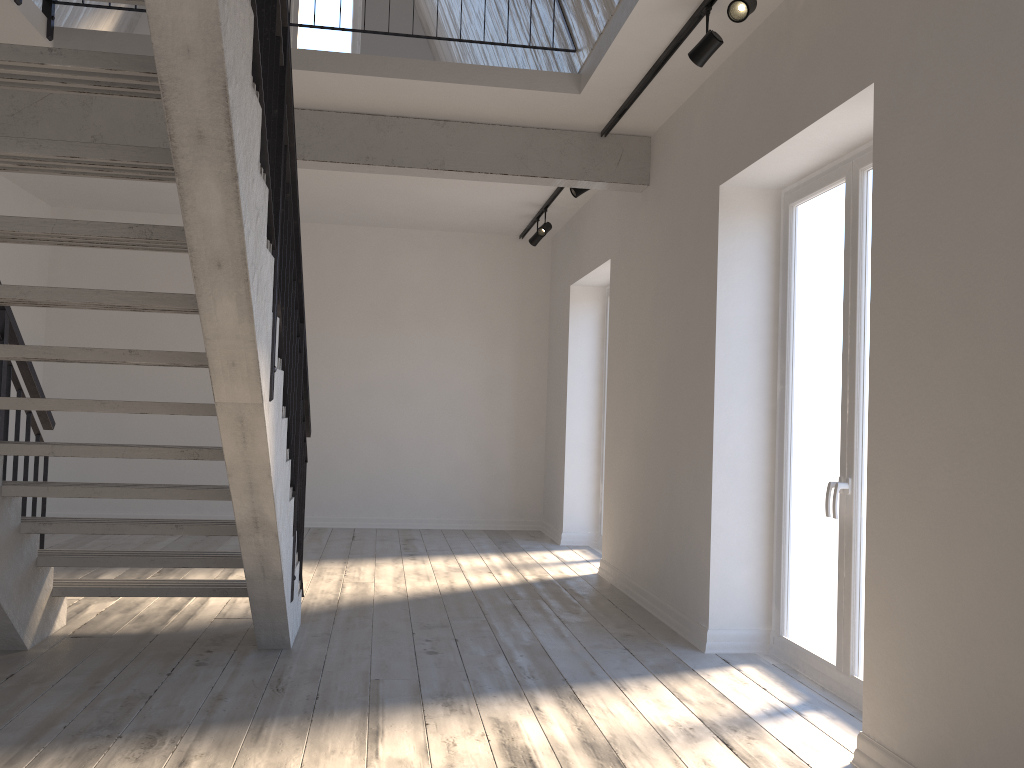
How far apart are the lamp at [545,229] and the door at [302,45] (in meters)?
3.12

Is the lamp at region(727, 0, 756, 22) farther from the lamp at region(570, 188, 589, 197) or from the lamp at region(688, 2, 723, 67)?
the lamp at region(570, 188, 589, 197)

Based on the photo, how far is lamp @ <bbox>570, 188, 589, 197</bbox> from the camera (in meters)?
6.20

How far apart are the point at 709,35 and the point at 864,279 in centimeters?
123cm

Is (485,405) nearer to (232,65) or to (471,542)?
(471,542)

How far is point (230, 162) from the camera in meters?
2.2 m

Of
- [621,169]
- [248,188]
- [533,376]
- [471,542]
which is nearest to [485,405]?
[533,376]

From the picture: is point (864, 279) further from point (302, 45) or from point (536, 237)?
point (302, 45)

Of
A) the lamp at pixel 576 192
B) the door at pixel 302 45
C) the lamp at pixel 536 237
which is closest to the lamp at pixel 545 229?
the lamp at pixel 536 237

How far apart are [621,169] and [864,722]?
3.72m
